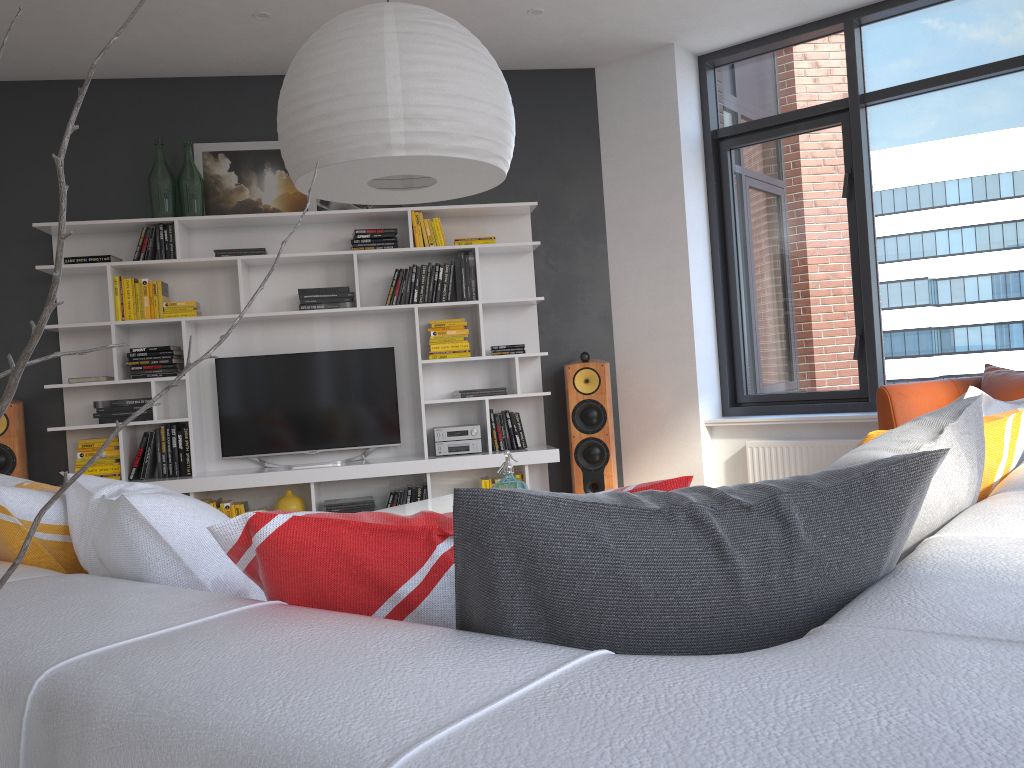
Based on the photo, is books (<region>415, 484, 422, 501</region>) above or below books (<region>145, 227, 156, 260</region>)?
below

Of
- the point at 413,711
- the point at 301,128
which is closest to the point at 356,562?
the point at 413,711

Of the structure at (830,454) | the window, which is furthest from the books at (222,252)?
the structure at (830,454)

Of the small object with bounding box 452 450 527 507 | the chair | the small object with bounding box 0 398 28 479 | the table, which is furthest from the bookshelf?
the small object with bounding box 452 450 527 507

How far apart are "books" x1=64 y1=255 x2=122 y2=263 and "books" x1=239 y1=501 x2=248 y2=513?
1.7 meters

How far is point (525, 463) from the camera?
5.4m

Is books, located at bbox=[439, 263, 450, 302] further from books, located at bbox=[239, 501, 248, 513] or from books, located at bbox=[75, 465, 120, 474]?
books, located at bbox=[75, 465, 120, 474]

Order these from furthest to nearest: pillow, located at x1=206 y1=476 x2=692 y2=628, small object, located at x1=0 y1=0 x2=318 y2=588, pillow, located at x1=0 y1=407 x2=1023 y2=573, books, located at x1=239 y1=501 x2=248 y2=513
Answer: books, located at x1=239 y1=501 x2=248 y2=513 → pillow, located at x1=0 y1=407 x2=1023 y2=573 → pillow, located at x1=206 y1=476 x2=692 y2=628 → small object, located at x1=0 y1=0 x2=318 y2=588

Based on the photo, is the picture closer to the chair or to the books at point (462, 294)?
the books at point (462, 294)

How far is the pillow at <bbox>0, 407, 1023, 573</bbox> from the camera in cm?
135
